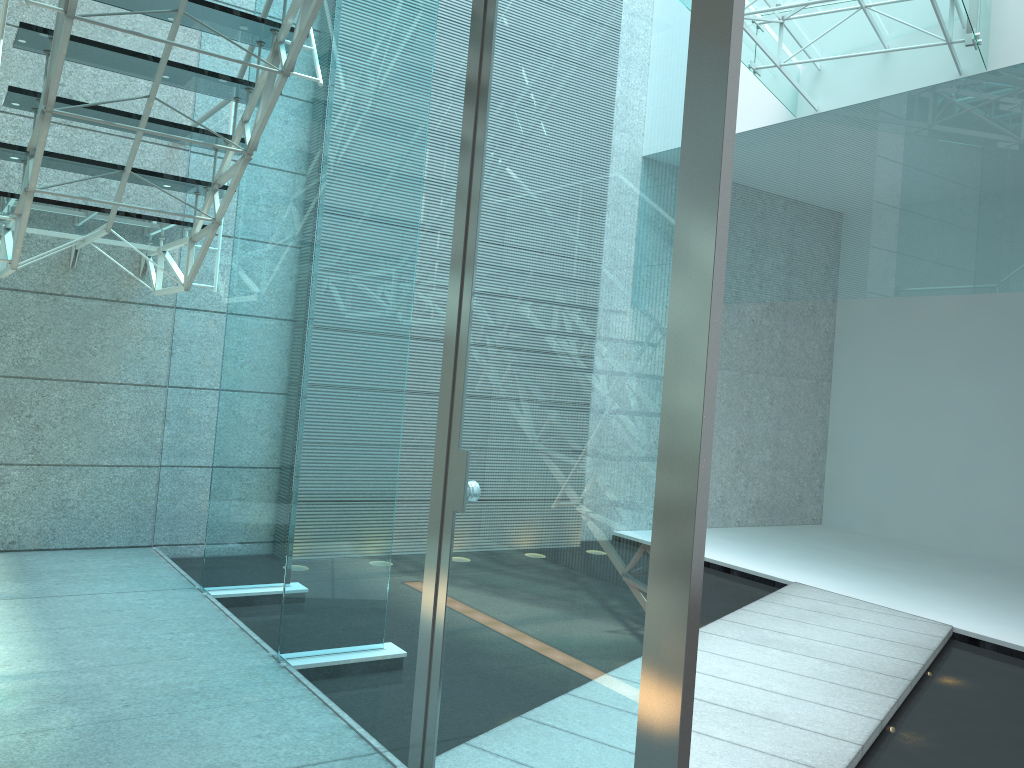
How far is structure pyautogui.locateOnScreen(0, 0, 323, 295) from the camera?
2.7 meters

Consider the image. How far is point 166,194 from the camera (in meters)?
4.45

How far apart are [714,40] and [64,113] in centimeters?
217cm

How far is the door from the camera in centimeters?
146cm

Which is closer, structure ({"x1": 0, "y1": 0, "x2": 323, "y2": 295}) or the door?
the door

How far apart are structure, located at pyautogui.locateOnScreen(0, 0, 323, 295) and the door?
0.73m

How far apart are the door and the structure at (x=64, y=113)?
0.7 meters
